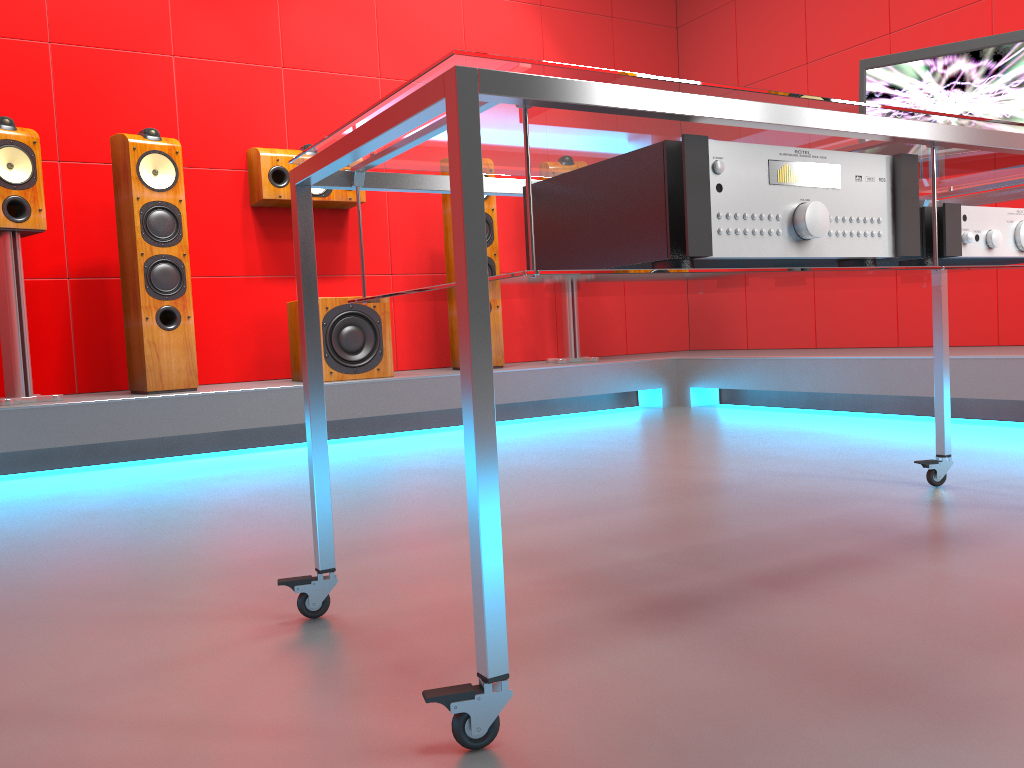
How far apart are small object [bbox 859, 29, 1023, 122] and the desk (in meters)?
0.10

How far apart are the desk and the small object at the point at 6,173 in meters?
2.4

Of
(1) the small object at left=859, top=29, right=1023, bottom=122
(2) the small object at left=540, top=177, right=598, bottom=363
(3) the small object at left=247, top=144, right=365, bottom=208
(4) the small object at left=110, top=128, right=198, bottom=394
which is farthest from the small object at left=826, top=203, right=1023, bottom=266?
(3) the small object at left=247, top=144, right=365, bottom=208

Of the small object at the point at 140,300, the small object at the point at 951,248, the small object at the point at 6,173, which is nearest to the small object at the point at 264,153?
the small object at the point at 140,300

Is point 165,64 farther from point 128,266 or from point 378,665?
point 378,665

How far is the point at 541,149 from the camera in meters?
1.3 m

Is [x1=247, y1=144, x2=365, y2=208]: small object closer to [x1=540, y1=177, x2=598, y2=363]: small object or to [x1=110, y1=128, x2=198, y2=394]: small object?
[x1=110, y1=128, x2=198, y2=394]: small object

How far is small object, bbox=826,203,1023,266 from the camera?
1.3m

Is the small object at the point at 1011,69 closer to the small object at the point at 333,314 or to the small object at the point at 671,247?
the small object at the point at 671,247

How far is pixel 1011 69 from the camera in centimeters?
179cm
